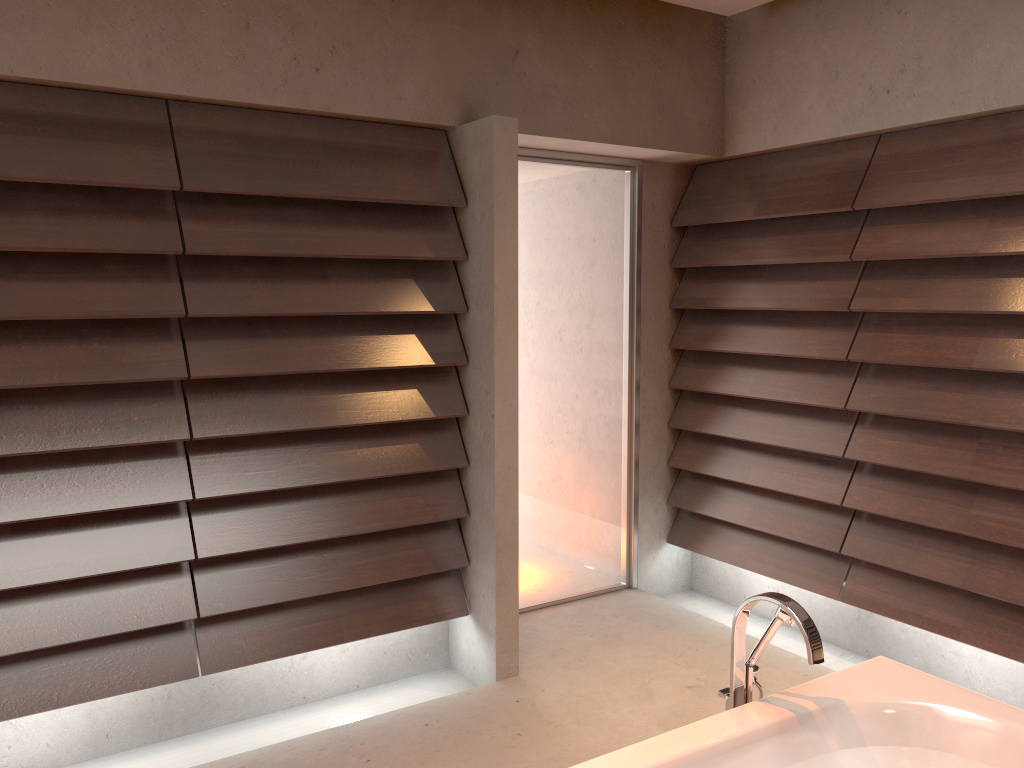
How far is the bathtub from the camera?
1.8m

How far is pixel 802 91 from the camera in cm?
357

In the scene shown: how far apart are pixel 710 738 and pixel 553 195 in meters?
2.5 m

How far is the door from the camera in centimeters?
381cm

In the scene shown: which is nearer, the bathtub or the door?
the bathtub

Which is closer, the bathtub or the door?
the bathtub

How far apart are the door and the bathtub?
1.9m

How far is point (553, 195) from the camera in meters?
3.8

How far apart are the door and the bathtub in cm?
190
